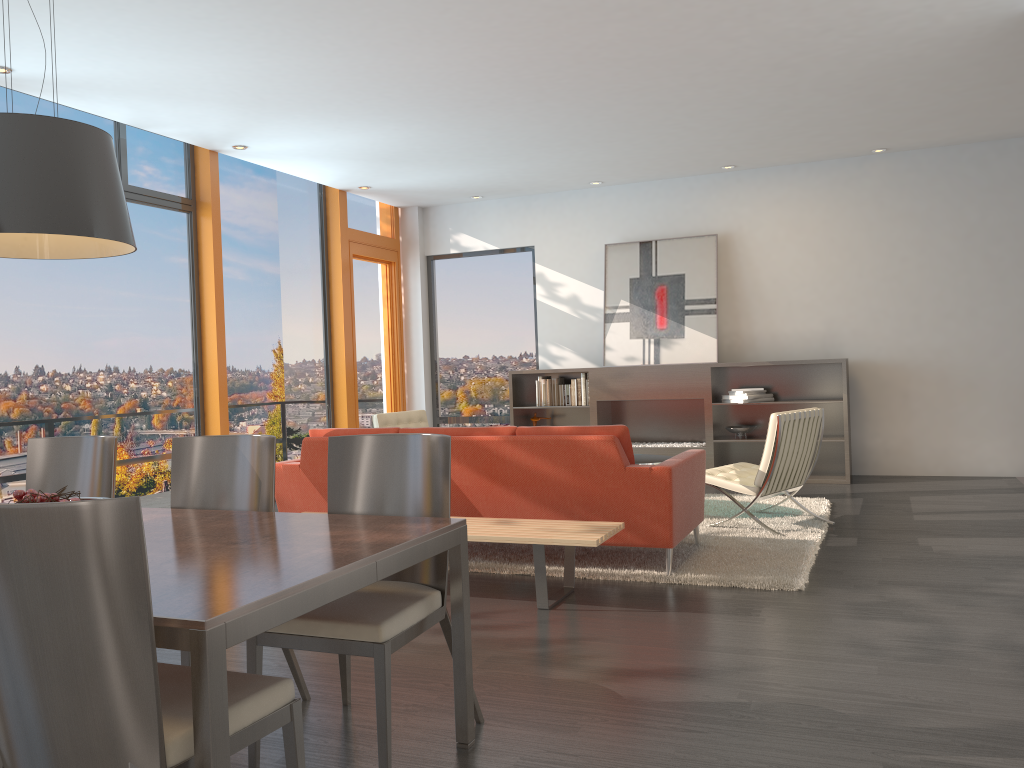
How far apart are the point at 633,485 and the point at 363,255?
5.9m

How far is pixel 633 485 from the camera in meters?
4.7 m

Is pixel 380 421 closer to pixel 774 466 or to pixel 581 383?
pixel 581 383

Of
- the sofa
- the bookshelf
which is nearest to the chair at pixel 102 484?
the sofa

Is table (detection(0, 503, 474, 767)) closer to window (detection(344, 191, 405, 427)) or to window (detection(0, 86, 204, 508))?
window (detection(0, 86, 204, 508))

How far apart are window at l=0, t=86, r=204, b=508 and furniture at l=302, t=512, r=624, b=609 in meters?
3.3

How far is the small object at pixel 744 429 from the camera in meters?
8.6

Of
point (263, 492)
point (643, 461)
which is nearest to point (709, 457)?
point (643, 461)

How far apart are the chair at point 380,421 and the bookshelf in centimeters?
146cm

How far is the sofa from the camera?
4.75m
